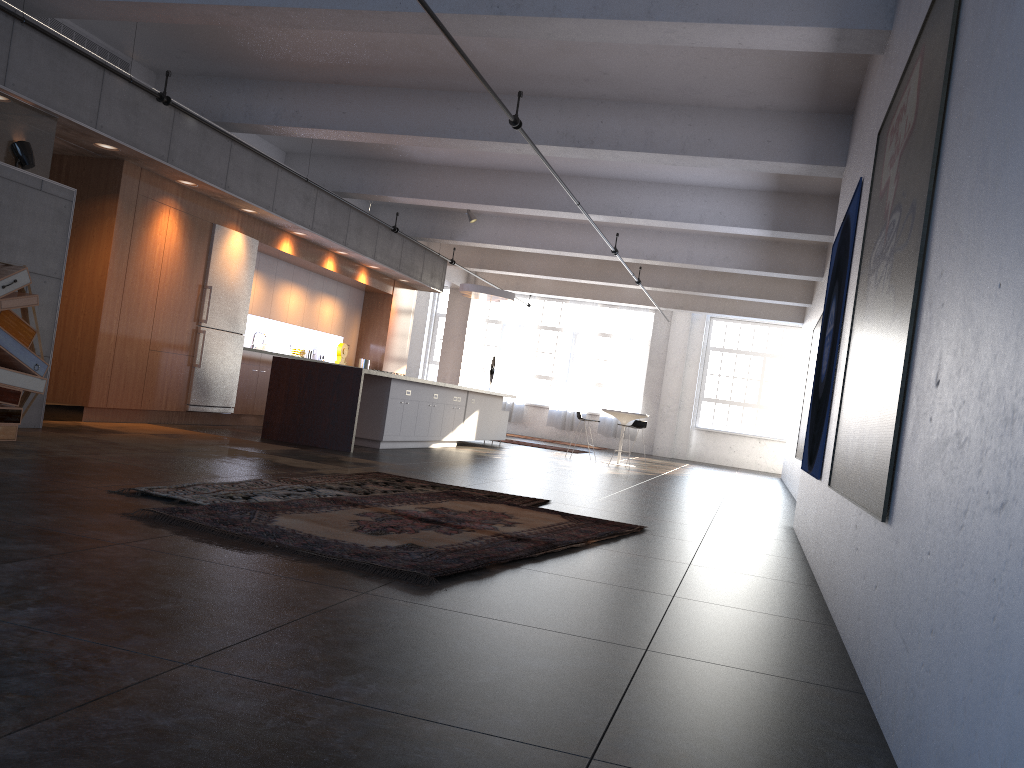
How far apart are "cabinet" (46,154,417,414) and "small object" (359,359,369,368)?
0.34m

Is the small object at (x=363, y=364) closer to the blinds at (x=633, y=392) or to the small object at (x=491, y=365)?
the small object at (x=491, y=365)

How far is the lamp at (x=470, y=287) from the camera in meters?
15.6

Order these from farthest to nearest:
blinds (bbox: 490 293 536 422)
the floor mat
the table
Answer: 1. blinds (bbox: 490 293 536 422)
2. the table
3. the floor mat

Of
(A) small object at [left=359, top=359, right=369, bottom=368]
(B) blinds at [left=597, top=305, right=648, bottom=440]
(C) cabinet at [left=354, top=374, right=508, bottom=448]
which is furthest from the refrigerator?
(B) blinds at [left=597, top=305, right=648, bottom=440]

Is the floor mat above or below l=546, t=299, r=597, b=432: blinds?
below

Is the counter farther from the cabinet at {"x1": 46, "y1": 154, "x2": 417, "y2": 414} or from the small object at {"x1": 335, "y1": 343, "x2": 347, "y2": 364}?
the small object at {"x1": 335, "y1": 343, "x2": 347, "y2": 364}

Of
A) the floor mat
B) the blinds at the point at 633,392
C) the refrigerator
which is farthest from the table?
the floor mat

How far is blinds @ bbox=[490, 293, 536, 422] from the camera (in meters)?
23.69

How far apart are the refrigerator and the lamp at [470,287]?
4.8m
